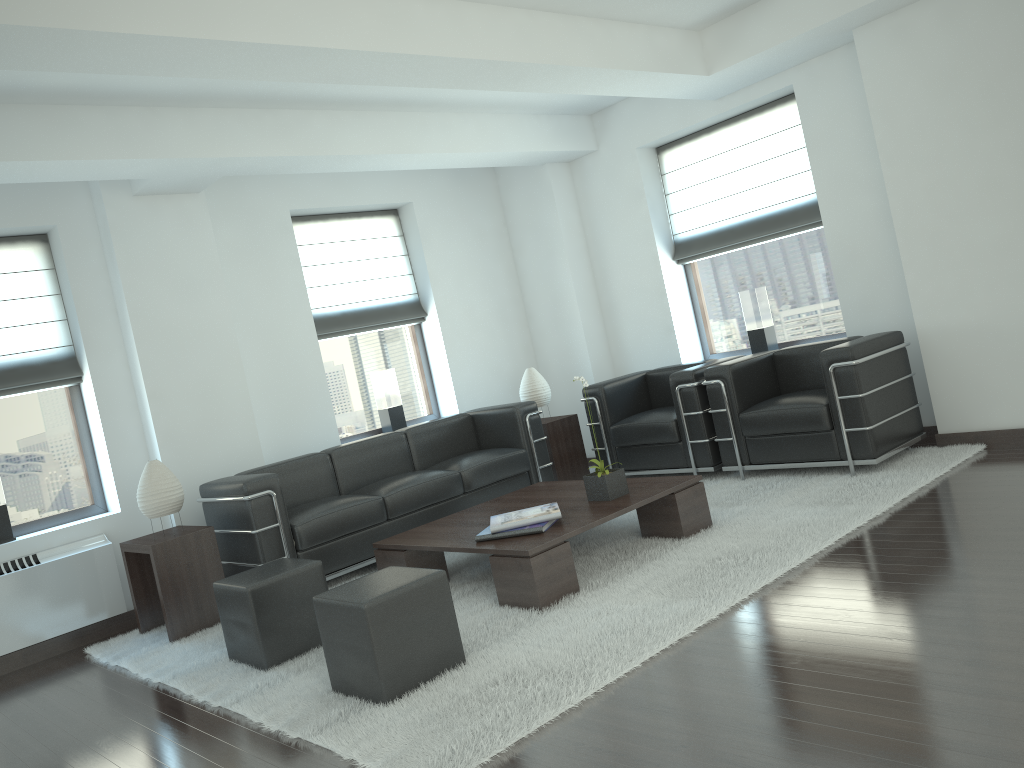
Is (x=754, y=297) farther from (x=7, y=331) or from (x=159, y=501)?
(x=7, y=331)

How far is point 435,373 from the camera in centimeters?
1119cm

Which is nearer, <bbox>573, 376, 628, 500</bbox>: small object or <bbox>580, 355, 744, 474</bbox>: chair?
<bbox>573, 376, 628, 500</bbox>: small object

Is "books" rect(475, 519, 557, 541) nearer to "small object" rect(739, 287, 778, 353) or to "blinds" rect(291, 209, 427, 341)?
"blinds" rect(291, 209, 427, 341)

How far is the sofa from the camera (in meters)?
7.47

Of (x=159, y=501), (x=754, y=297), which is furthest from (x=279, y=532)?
(x=754, y=297)

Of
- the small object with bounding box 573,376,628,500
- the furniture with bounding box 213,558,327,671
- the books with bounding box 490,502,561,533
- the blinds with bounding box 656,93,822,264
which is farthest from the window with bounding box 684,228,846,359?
the furniture with bounding box 213,558,327,671

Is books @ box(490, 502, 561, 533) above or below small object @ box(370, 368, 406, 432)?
below

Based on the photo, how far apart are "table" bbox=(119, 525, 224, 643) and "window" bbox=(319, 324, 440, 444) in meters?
2.8

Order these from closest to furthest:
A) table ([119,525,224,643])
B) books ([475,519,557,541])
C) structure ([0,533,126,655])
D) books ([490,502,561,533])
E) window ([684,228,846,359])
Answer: books ([475,519,557,541])
books ([490,502,561,533])
table ([119,525,224,643])
structure ([0,533,126,655])
window ([684,228,846,359])
